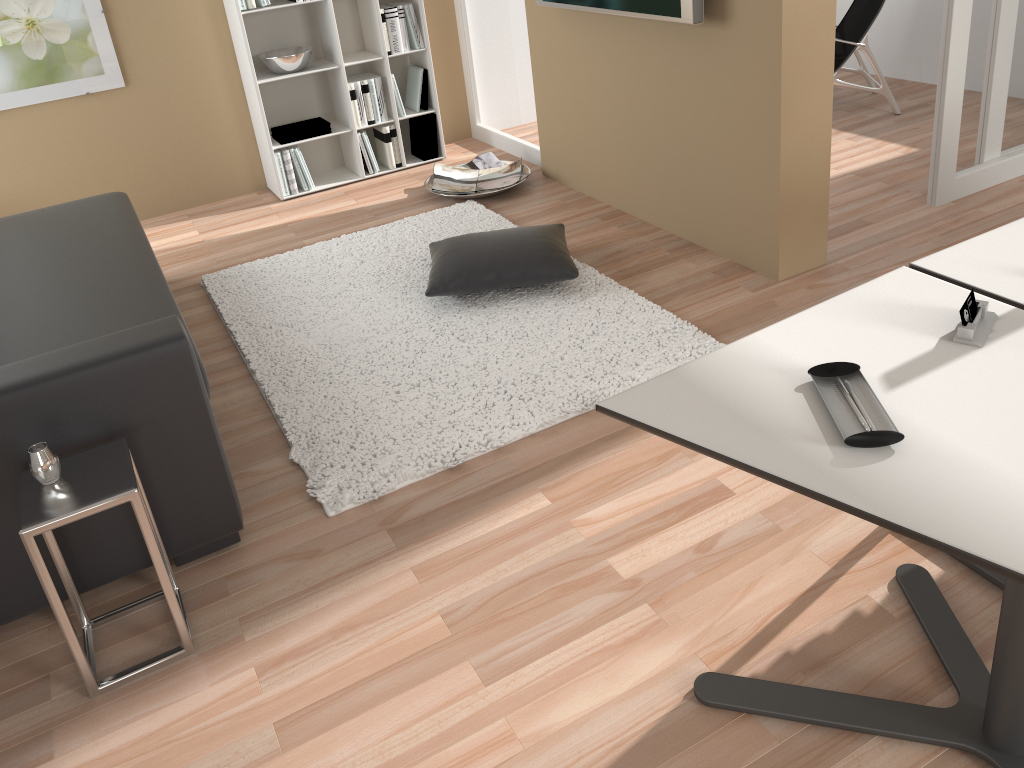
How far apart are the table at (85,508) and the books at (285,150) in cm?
313

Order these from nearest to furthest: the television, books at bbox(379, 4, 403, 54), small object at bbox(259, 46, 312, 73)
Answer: the television, small object at bbox(259, 46, 312, 73), books at bbox(379, 4, 403, 54)

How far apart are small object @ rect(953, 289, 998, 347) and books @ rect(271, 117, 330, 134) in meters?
4.0 m

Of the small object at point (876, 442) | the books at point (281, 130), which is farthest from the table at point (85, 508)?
the books at point (281, 130)

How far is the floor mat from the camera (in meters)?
2.69

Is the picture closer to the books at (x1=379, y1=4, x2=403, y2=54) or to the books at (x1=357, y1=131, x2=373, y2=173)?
the books at (x1=357, y1=131, x2=373, y2=173)

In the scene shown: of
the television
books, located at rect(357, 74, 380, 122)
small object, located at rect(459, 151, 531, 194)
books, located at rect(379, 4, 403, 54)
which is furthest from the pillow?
books, located at rect(379, 4, 403, 54)

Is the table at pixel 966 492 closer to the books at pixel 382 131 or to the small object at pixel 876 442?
the small object at pixel 876 442

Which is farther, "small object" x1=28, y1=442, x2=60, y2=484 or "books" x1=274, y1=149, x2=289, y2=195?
"books" x1=274, y1=149, x2=289, y2=195

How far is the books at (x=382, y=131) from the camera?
5.06m
